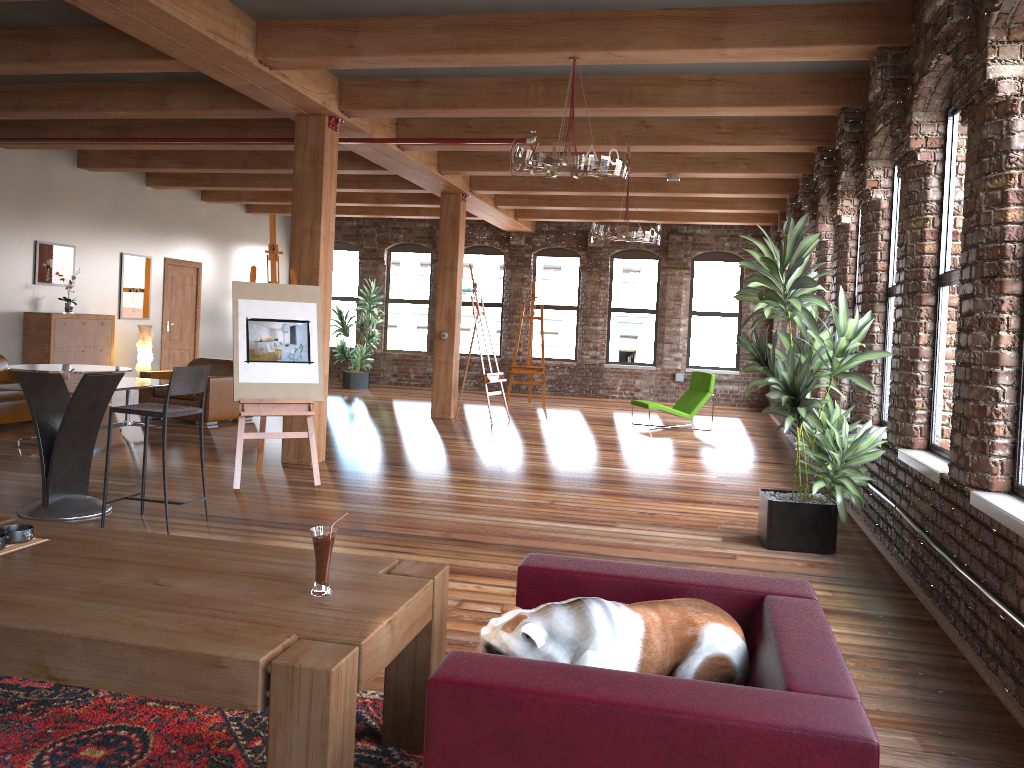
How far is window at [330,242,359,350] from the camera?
17.6m

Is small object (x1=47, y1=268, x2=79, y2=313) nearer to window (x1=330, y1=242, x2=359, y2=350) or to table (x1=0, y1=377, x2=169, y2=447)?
table (x1=0, y1=377, x2=169, y2=447)

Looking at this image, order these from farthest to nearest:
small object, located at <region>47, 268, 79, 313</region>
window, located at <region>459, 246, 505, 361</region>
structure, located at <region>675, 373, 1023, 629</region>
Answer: window, located at <region>459, 246, 505, 361</region> → small object, located at <region>47, 268, 79, 313</region> → structure, located at <region>675, 373, 1023, 629</region>

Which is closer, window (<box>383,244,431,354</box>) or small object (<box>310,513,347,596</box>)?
small object (<box>310,513,347,596</box>)

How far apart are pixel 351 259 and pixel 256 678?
16.2 meters

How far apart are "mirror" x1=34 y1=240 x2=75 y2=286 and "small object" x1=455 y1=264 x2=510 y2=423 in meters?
5.3

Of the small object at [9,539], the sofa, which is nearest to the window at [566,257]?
the sofa

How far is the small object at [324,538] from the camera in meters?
2.4

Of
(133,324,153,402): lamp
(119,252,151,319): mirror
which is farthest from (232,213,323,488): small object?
(119,252,151,319): mirror

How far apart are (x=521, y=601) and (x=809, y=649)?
0.90m
